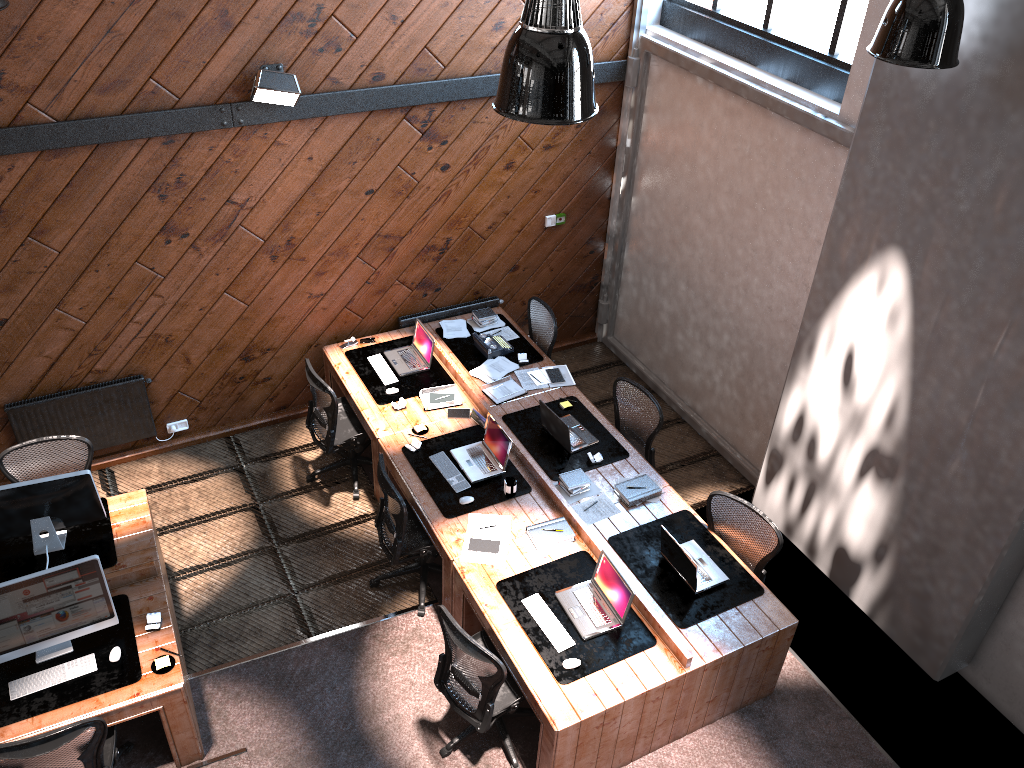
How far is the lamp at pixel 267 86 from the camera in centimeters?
617cm

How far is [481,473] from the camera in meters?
6.4 m

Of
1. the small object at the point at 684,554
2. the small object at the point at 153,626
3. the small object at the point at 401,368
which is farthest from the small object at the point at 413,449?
the small object at the point at 153,626

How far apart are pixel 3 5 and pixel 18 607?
3.2m

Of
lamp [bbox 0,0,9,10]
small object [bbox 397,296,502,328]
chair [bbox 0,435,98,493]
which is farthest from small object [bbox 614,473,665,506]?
lamp [bbox 0,0,9,10]

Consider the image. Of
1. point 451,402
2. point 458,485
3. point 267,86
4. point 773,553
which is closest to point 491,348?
point 451,402

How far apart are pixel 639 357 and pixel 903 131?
4.1m

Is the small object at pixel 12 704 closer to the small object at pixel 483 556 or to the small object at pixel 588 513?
the small object at pixel 483 556

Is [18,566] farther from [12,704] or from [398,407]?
[398,407]

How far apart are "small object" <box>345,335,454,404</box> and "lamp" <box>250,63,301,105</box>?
2.2 meters
